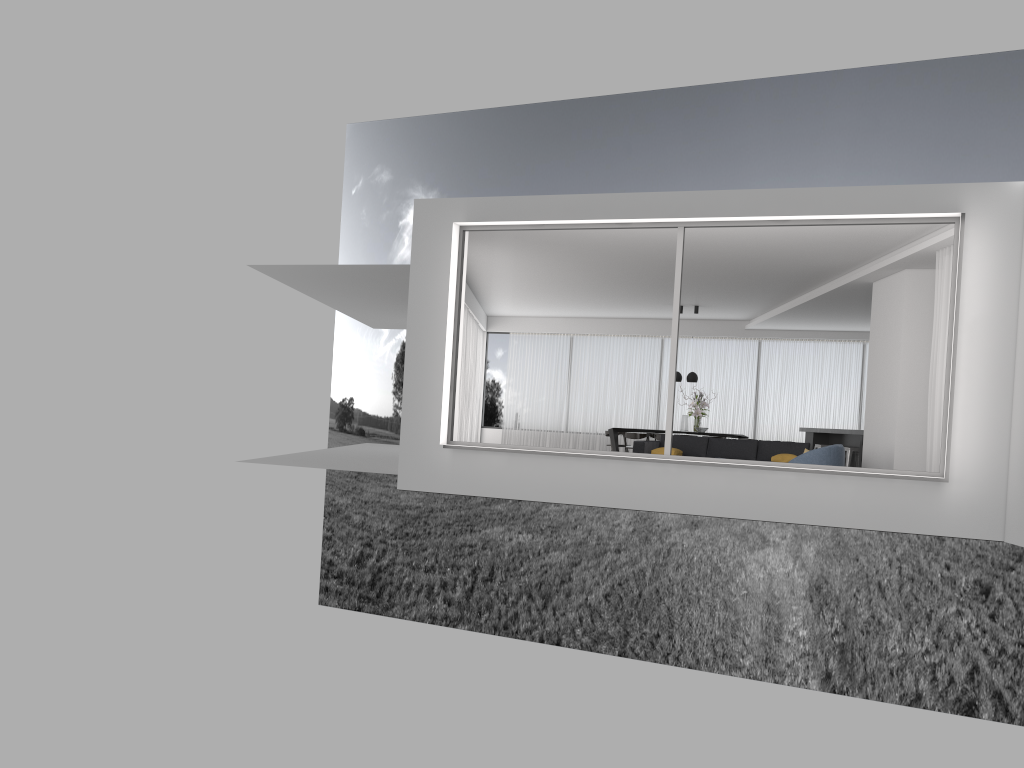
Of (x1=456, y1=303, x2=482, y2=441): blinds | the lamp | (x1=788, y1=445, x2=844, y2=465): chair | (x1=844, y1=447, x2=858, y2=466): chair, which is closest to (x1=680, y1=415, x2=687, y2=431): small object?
the lamp

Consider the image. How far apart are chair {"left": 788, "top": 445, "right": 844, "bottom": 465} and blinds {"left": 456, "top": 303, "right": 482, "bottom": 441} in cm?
755

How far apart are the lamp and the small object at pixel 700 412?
0.4 meters

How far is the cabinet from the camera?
14.37m

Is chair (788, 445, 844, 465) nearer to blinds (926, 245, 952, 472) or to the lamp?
blinds (926, 245, 952, 472)

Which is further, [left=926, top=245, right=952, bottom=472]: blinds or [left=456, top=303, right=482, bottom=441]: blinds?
[left=456, top=303, right=482, bottom=441]: blinds

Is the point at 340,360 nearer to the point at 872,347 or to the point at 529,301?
the point at 529,301

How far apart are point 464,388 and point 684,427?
4.2 meters

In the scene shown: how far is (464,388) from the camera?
16.7m

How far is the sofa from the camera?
12.56m
